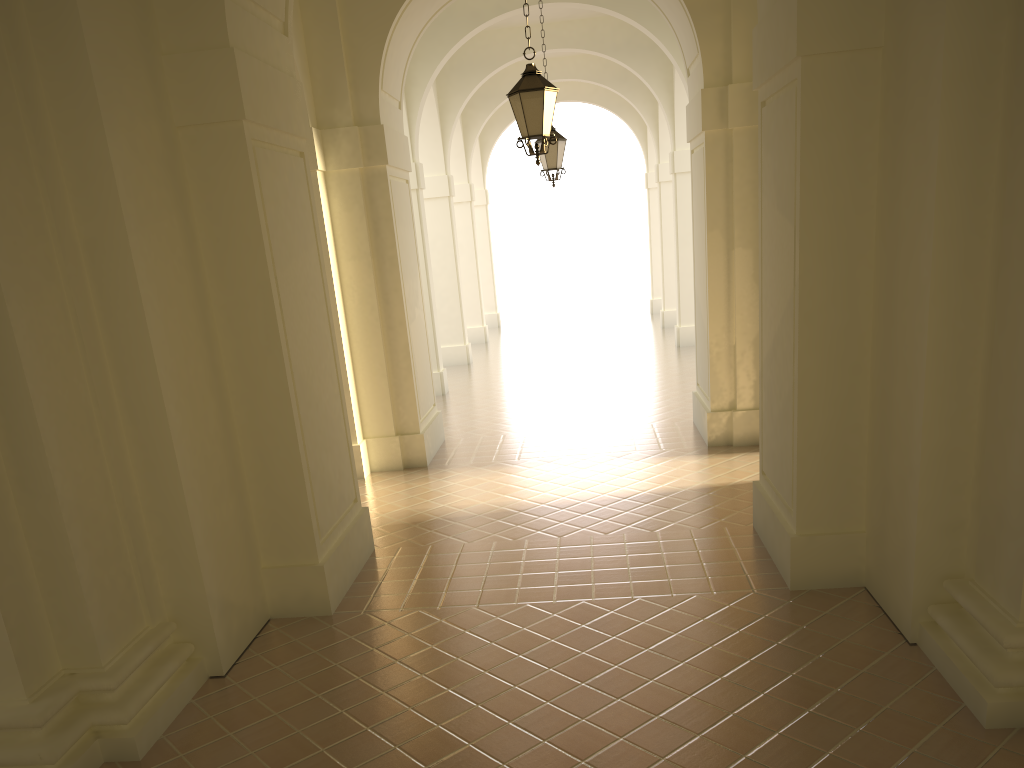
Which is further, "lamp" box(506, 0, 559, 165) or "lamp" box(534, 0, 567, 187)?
"lamp" box(534, 0, 567, 187)

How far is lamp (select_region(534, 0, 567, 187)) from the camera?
13.6m

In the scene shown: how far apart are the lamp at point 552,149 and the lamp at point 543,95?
4.9m

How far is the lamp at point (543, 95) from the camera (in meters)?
8.57

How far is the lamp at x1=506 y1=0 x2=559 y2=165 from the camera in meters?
8.6 m

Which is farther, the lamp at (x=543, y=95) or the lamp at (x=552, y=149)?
the lamp at (x=552, y=149)

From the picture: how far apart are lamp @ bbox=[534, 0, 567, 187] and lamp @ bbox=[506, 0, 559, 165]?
4.9m
